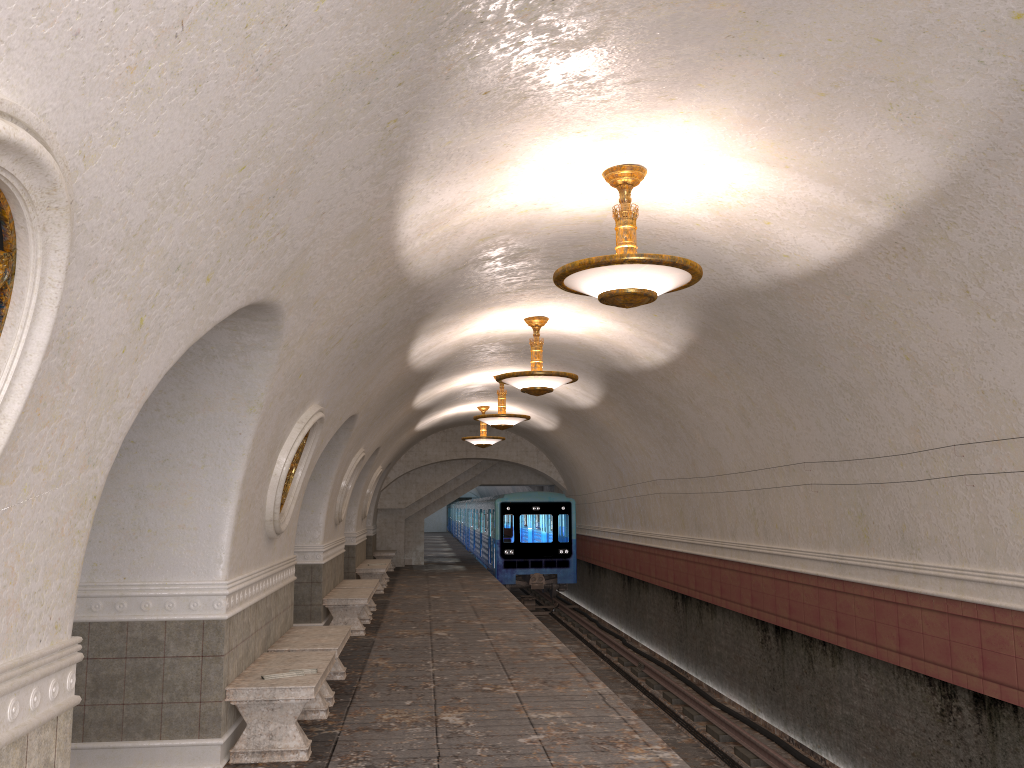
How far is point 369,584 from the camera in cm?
1417

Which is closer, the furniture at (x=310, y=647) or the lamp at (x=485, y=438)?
the furniture at (x=310, y=647)

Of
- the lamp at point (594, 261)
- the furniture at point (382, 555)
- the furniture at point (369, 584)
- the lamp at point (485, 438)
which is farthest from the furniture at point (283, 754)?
the furniture at point (382, 555)

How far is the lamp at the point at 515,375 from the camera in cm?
1036

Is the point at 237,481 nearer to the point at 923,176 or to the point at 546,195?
the point at 546,195

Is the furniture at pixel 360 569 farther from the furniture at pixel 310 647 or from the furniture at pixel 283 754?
the furniture at pixel 283 754

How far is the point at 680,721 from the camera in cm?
1169

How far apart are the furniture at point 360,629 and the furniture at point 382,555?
10.97m

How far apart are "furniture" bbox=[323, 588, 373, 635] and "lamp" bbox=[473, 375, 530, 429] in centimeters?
366cm

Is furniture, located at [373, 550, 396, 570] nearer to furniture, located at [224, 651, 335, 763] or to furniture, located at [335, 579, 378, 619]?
furniture, located at [335, 579, 378, 619]
